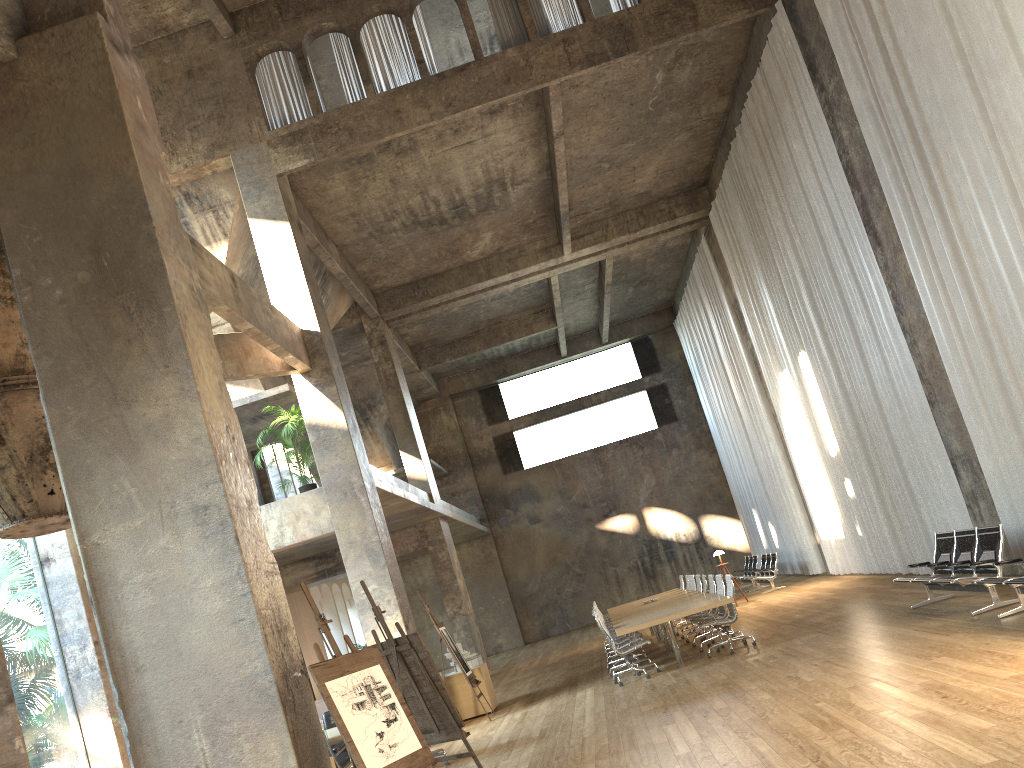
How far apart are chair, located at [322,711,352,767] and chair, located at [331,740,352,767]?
1.6m

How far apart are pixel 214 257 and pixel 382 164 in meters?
6.0 m

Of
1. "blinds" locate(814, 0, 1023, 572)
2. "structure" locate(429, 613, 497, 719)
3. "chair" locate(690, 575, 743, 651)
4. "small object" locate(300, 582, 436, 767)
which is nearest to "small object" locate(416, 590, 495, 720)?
"structure" locate(429, 613, 497, 719)

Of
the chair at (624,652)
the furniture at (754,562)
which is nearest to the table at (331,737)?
the chair at (624,652)

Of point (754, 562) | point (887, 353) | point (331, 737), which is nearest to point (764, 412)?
point (754, 562)

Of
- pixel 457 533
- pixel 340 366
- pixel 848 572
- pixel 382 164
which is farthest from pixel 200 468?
pixel 457 533

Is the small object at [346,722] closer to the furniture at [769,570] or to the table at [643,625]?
the table at [643,625]

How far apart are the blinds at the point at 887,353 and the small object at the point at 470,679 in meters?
7.0

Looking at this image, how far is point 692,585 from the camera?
16.45m

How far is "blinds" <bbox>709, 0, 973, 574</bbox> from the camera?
12.81m
